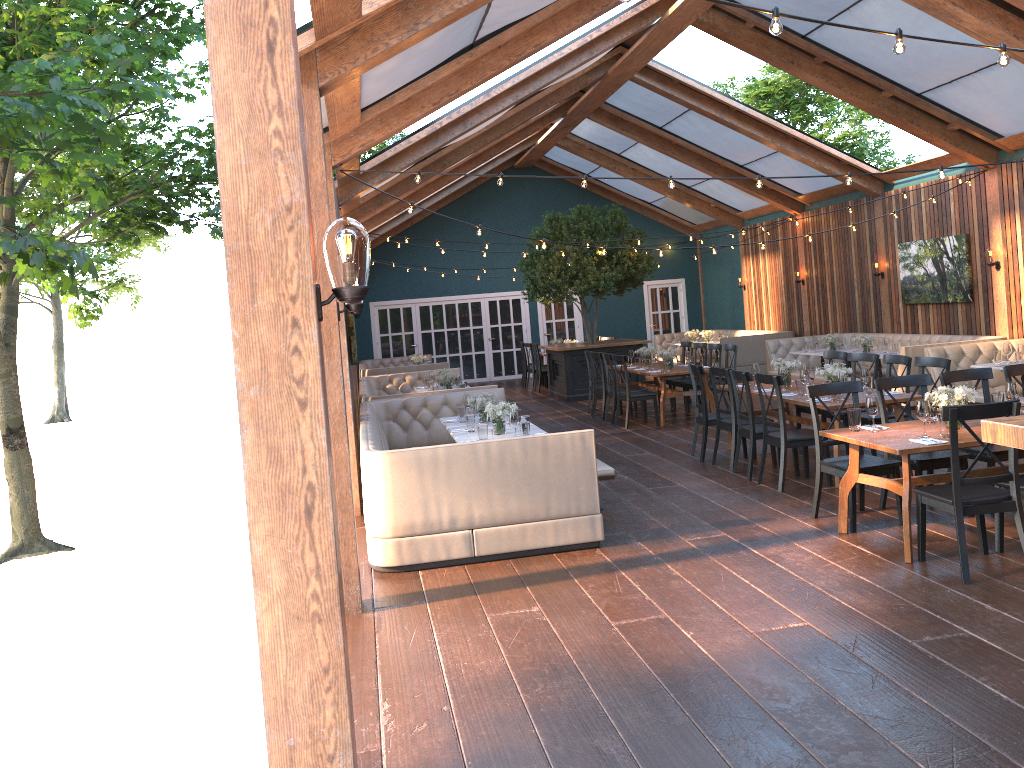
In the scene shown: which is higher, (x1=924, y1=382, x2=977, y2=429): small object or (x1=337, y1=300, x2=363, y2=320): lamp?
(x1=337, y1=300, x2=363, y2=320): lamp

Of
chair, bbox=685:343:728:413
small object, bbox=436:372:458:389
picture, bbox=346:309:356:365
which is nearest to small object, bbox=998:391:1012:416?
picture, bbox=346:309:356:365

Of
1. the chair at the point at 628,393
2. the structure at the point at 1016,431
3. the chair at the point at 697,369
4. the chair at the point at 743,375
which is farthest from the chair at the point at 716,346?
the structure at the point at 1016,431

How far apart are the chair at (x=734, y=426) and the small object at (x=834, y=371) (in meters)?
0.85

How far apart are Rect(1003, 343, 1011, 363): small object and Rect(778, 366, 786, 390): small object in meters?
3.3

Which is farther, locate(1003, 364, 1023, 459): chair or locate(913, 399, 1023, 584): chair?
locate(1003, 364, 1023, 459): chair

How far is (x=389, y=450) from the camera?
6.2m

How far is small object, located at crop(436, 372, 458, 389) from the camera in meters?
12.2 m

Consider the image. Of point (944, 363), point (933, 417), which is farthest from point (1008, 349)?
point (933, 417)

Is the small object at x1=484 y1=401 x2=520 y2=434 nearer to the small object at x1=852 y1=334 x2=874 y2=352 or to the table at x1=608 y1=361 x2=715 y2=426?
the table at x1=608 y1=361 x2=715 y2=426
